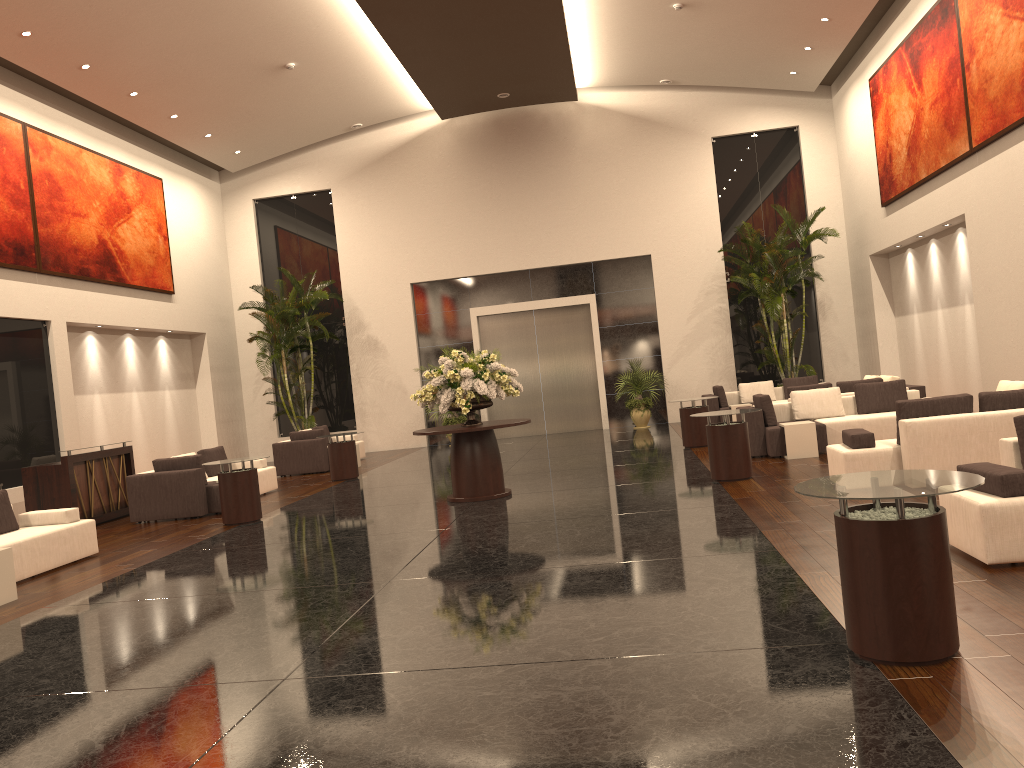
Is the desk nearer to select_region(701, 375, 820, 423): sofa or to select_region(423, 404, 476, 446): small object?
select_region(423, 404, 476, 446): small object

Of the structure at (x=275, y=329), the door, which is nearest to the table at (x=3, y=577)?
the structure at (x=275, y=329)

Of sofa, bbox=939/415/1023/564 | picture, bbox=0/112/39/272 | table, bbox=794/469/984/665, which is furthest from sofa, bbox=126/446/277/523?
table, bbox=794/469/984/665

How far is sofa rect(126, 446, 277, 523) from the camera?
12.1 meters

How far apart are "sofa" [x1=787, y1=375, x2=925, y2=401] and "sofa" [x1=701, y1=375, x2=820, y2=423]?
2.7 meters

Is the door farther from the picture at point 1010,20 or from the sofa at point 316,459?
the picture at point 1010,20

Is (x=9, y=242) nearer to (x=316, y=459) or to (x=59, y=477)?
(x=59, y=477)

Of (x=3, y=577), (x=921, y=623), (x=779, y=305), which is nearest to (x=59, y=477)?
(x=3, y=577)

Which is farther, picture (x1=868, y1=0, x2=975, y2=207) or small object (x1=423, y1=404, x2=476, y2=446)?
small object (x1=423, y1=404, x2=476, y2=446)

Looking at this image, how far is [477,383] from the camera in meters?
10.7 m
